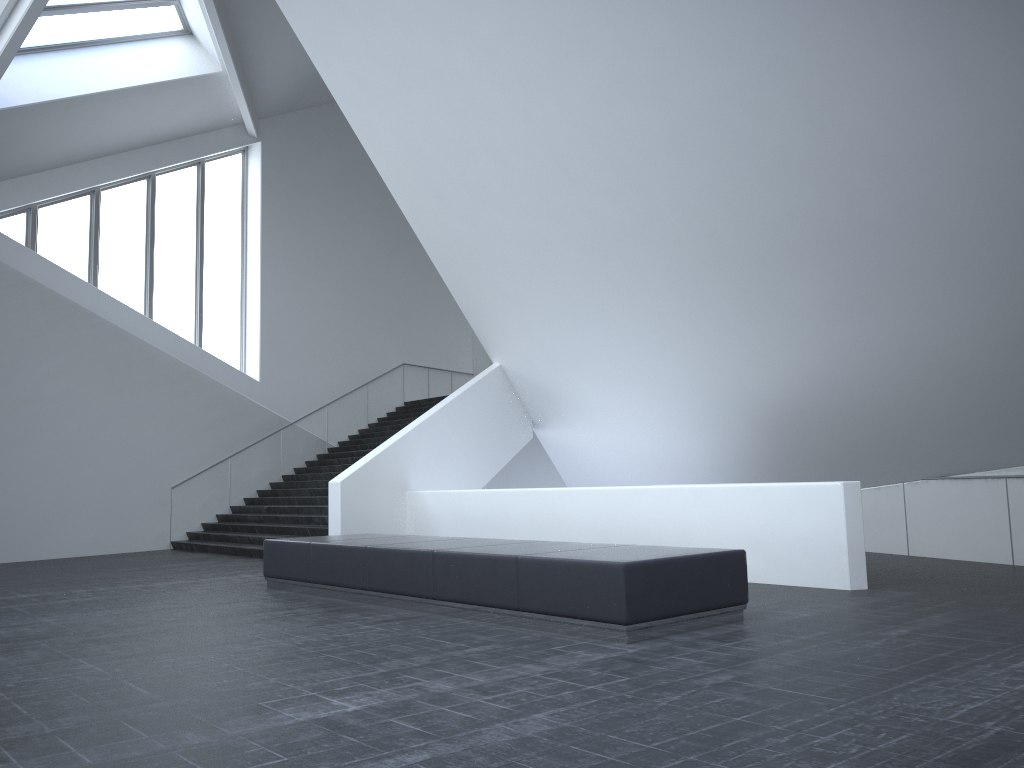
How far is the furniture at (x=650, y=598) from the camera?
6.4 meters

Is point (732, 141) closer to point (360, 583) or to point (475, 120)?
point (475, 120)

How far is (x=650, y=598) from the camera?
6.4 meters

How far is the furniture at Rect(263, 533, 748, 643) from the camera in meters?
6.4
